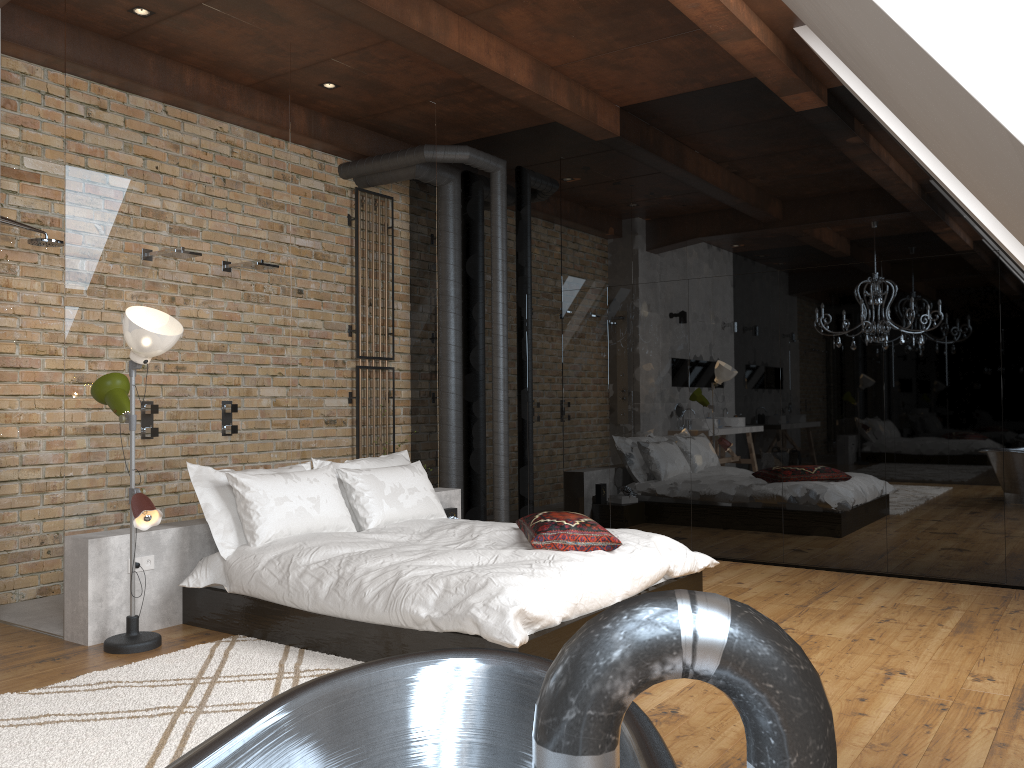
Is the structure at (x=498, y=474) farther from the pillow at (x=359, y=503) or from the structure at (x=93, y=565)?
the pillow at (x=359, y=503)

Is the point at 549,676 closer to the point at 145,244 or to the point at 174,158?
the point at 145,244

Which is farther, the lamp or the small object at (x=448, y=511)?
the small object at (x=448, y=511)

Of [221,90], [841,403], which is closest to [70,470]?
[221,90]

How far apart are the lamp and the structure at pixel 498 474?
3.1m

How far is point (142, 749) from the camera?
2.8m

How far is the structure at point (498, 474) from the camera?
7.06m

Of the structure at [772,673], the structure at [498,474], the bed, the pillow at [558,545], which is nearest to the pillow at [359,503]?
the bed

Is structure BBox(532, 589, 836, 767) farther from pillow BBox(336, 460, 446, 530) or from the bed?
pillow BBox(336, 460, 446, 530)

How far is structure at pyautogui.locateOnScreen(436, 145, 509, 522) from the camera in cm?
706
